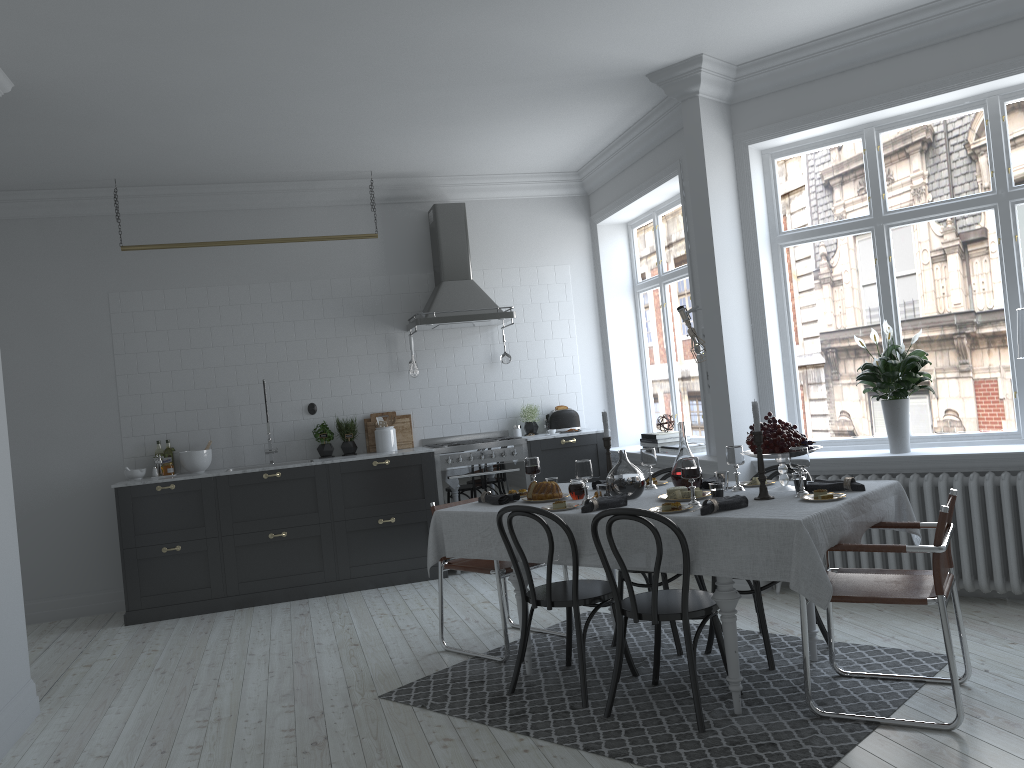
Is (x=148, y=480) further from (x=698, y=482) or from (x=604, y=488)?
(x=698, y=482)

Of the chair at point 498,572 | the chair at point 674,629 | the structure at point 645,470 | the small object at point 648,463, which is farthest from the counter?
the small object at point 648,463

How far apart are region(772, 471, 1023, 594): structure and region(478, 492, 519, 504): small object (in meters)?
2.05

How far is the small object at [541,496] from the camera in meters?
4.6

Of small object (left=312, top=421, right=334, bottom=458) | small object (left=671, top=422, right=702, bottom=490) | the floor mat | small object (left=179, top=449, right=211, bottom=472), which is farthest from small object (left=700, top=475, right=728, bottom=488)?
small object (left=179, top=449, right=211, bottom=472)

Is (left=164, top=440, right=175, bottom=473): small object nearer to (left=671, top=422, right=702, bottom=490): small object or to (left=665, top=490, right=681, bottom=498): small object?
(left=671, top=422, right=702, bottom=490): small object

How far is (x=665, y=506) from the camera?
3.8 meters

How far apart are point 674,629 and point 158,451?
4.5 meters

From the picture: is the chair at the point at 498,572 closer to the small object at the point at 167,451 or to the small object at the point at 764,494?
the small object at the point at 764,494

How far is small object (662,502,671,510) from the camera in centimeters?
381cm
